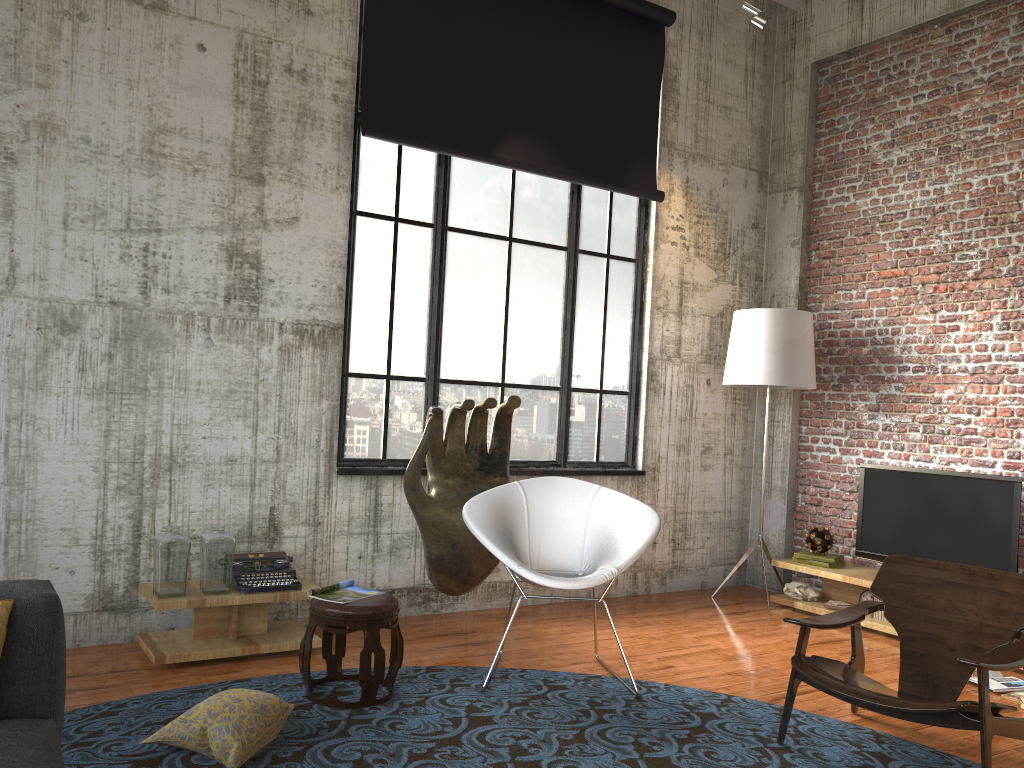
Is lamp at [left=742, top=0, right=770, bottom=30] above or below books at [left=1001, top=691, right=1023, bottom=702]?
above

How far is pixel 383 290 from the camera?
5.8m

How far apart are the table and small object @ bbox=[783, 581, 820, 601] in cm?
362

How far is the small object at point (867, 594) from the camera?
6.28m

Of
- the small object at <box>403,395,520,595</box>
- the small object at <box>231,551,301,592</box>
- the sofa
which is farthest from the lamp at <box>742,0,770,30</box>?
the sofa

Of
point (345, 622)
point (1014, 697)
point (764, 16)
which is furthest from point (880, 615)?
point (764, 16)

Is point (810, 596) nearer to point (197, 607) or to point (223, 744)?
point (197, 607)

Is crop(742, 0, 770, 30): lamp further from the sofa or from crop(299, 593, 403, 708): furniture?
the sofa

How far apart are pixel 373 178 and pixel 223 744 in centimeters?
365cm

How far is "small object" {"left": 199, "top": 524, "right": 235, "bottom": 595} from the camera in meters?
4.6
